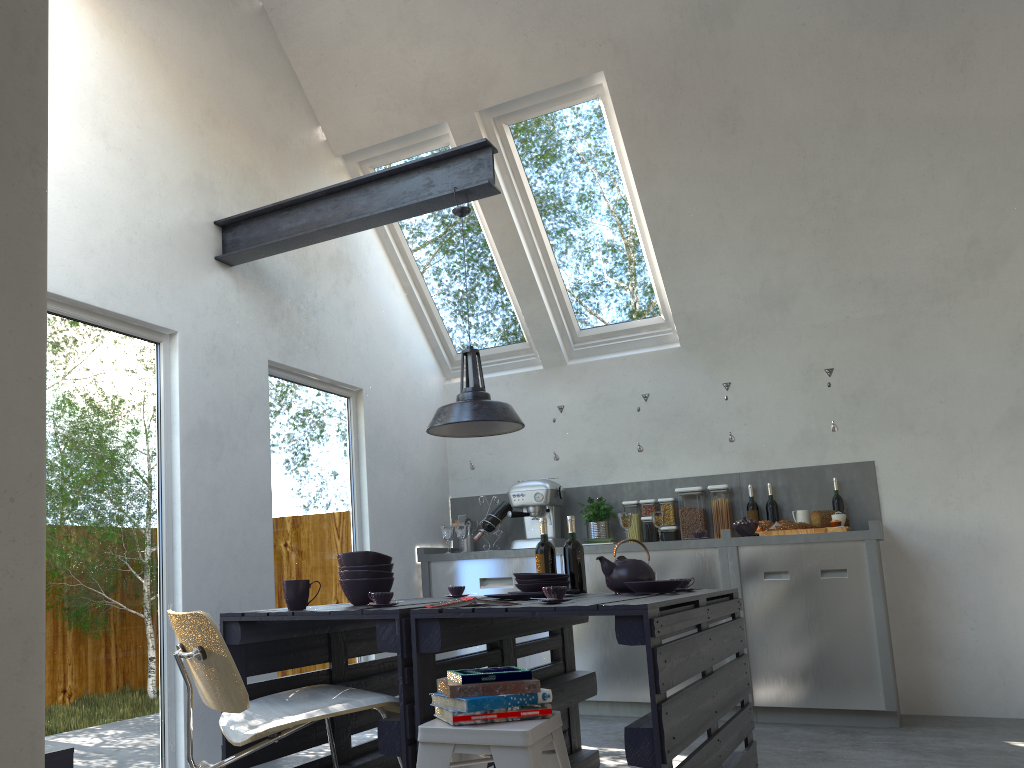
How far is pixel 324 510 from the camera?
5.2 meters

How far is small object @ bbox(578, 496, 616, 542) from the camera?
5.83m

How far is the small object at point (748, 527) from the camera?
5.20m

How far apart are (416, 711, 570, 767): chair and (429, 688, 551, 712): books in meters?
0.0 m

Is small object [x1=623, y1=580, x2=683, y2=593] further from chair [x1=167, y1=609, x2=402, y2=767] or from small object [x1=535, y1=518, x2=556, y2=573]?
chair [x1=167, y1=609, x2=402, y2=767]

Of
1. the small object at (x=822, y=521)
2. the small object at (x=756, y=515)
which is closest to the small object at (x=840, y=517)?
the small object at (x=822, y=521)

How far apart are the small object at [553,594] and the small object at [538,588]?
0.7 meters

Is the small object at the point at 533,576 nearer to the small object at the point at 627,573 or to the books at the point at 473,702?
the small object at the point at 627,573

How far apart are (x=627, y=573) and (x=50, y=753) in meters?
2.1 m

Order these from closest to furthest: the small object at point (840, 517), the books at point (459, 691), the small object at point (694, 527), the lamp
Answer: the books at point (459, 691)
the lamp
the small object at point (840, 517)
the small object at point (694, 527)
